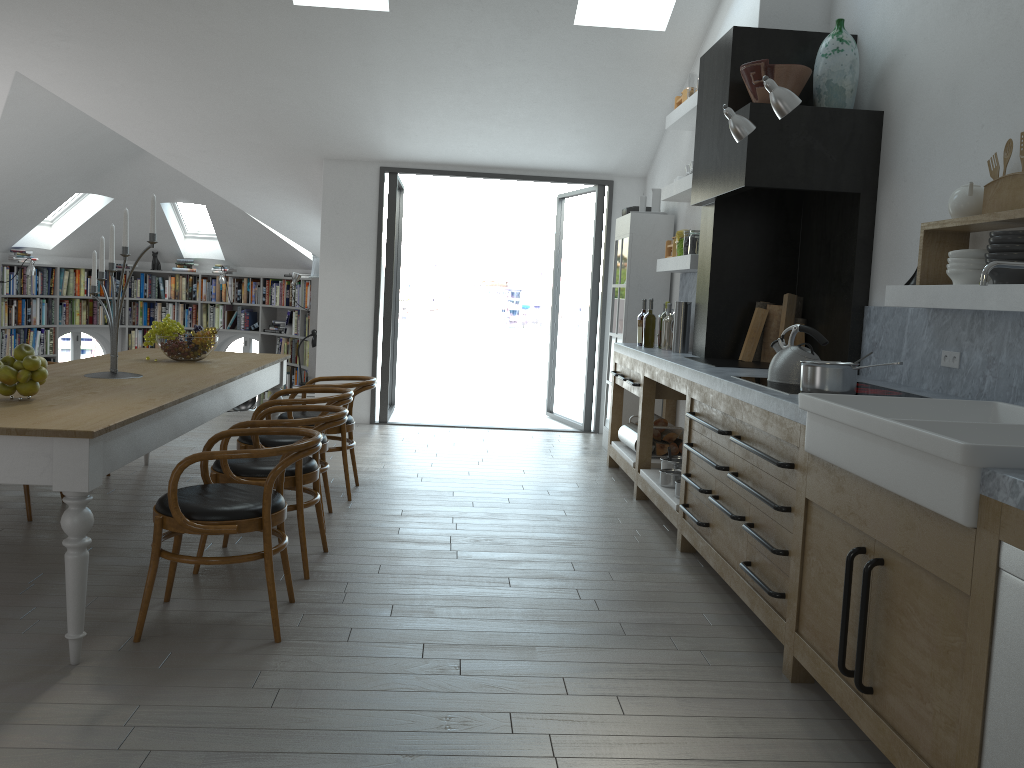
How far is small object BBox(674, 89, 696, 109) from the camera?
6.4 meters

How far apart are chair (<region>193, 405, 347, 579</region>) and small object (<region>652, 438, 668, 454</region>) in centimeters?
266cm

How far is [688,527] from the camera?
4.5 meters

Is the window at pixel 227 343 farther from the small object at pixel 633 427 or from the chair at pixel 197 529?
the chair at pixel 197 529

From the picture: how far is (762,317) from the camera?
5.3m

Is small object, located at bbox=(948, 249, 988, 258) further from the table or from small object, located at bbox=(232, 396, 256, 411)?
small object, located at bbox=(232, 396, 256, 411)

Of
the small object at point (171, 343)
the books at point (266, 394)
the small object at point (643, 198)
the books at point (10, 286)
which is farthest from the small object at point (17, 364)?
A: the books at point (266, 394)

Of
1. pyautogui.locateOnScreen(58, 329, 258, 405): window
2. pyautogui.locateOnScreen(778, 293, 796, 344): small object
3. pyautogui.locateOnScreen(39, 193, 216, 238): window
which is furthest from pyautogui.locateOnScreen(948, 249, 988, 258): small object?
pyautogui.locateOnScreen(58, 329, 258, 405): window

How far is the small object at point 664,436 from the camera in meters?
6.2 m

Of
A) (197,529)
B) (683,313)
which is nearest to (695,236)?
(683,313)
